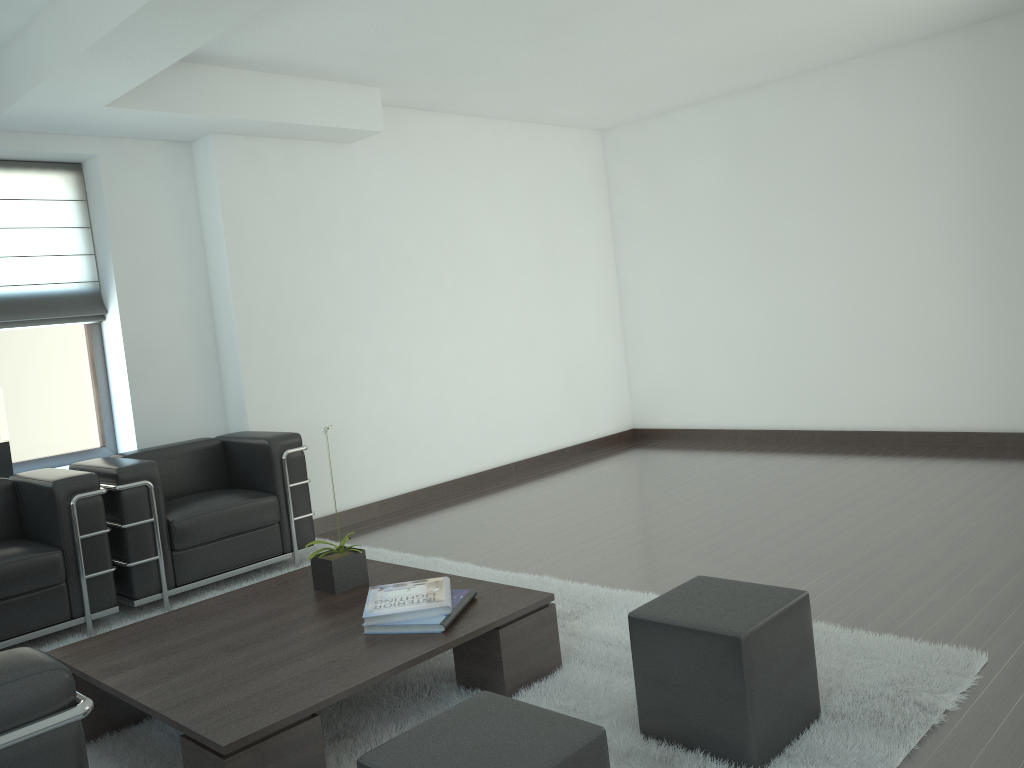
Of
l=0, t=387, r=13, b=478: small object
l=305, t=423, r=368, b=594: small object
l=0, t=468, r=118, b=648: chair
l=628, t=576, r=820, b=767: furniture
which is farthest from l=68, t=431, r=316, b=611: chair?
l=628, t=576, r=820, b=767: furniture

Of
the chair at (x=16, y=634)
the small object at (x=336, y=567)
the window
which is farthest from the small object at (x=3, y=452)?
the small object at (x=336, y=567)

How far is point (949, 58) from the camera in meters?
9.2 m

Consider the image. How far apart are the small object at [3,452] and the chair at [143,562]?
0.8 meters

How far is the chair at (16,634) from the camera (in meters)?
5.96

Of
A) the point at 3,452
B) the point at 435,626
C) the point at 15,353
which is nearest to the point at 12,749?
the point at 435,626

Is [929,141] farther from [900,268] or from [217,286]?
[217,286]

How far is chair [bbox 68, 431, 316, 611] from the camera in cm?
655

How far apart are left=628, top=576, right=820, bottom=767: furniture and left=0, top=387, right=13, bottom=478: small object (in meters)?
5.86

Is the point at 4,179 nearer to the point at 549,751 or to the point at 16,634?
the point at 16,634
